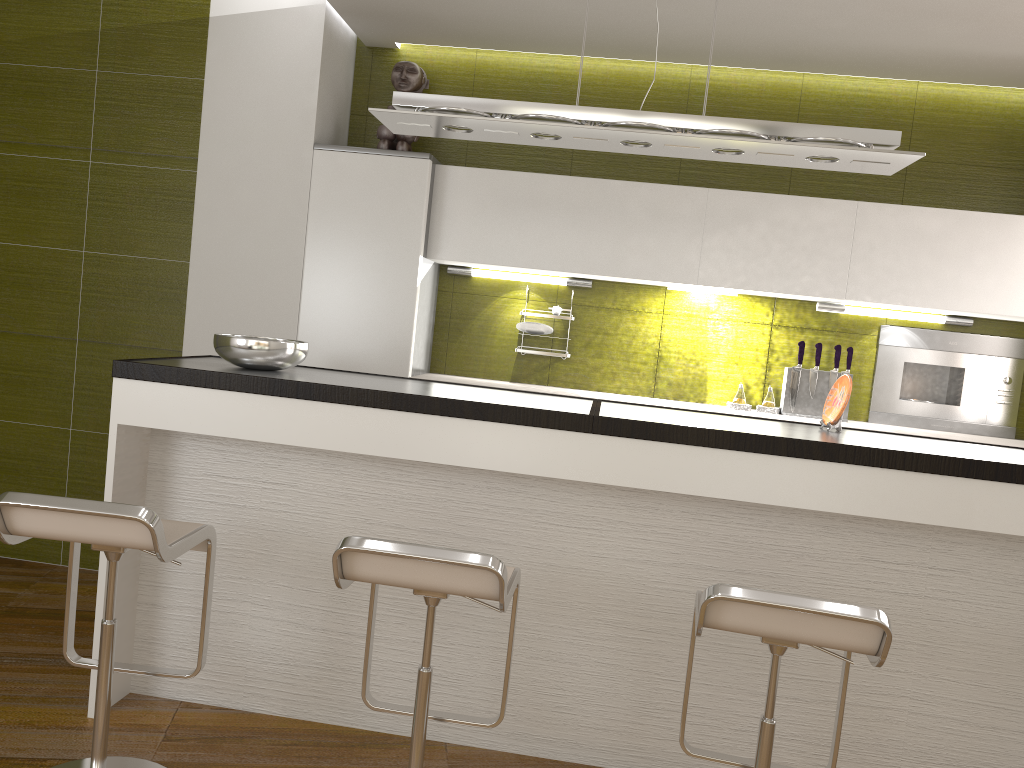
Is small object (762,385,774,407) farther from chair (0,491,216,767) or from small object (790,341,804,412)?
chair (0,491,216,767)

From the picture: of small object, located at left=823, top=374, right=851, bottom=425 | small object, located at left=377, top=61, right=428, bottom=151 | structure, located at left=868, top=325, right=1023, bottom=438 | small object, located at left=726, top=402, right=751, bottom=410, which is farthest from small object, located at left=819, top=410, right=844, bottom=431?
small object, located at left=377, top=61, right=428, bottom=151

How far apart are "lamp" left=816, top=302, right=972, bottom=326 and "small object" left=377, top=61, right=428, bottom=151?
2.1m

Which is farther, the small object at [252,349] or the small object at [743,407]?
the small object at [743,407]

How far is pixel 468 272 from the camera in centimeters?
437cm

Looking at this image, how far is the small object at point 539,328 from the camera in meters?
4.2

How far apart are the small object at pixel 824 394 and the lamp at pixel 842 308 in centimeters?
31cm

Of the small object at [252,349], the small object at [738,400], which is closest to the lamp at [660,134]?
the small object at [252,349]

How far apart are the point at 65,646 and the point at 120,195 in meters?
2.3 m

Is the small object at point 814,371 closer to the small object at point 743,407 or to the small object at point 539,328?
the small object at point 743,407
